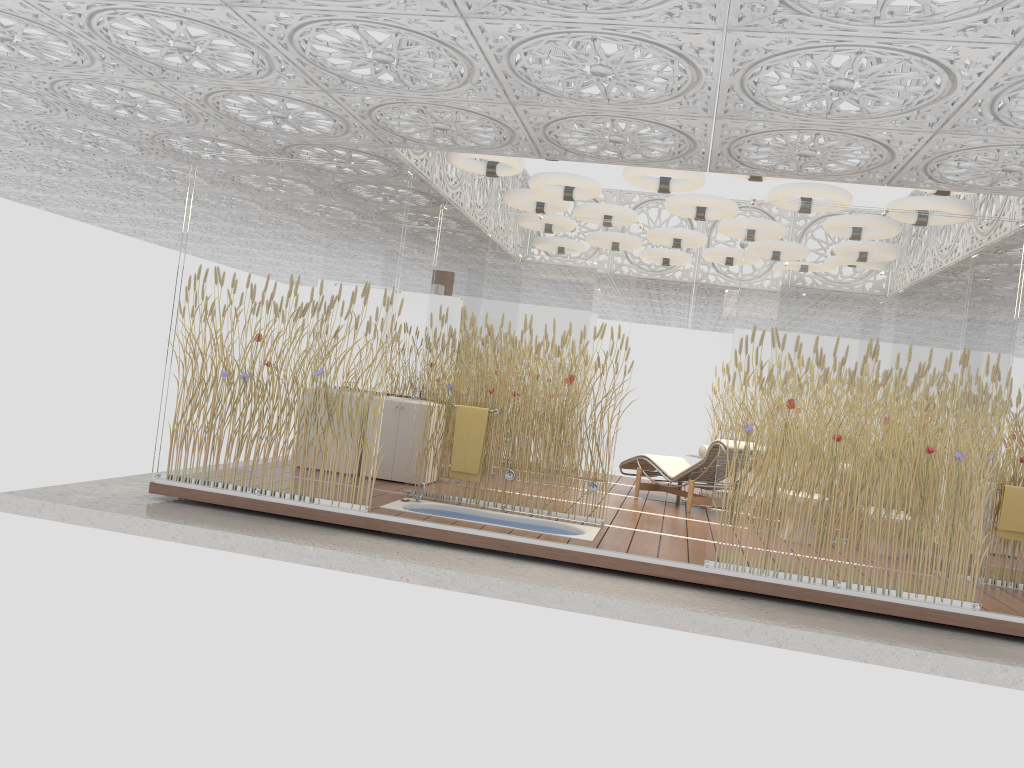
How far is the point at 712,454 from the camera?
9.2 meters

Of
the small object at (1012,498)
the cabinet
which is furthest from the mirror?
the small object at (1012,498)

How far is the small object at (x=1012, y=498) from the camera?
6.86m

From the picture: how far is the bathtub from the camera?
7.2m

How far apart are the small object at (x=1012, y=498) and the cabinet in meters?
5.1 m

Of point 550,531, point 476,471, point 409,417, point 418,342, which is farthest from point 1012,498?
point 418,342

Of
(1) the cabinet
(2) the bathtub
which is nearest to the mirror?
(1) the cabinet

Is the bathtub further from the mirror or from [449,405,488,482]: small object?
the mirror

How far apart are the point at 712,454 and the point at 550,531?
2.72m

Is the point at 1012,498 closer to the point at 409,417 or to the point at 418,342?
the point at 409,417
